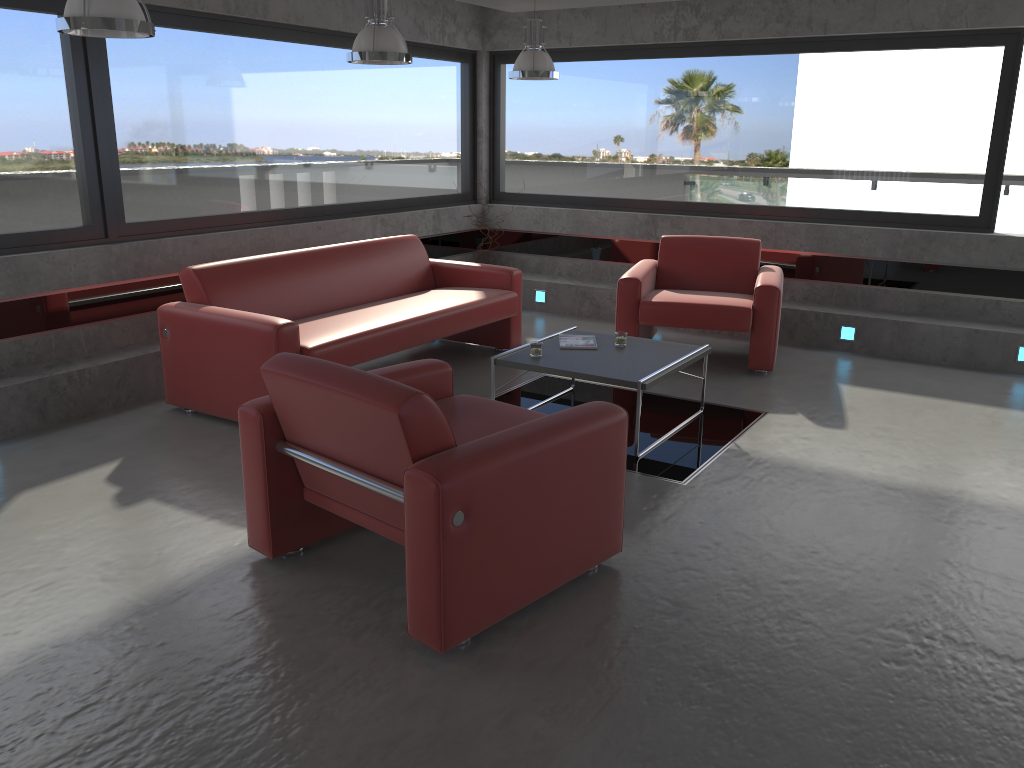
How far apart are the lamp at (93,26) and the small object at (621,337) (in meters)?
3.01

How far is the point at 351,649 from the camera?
3.0 meters

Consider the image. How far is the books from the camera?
5.4 meters

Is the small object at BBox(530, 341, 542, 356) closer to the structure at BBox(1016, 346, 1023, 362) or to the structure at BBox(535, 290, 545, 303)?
the structure at BBox(535, 290, 545, 303)

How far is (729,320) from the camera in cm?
632

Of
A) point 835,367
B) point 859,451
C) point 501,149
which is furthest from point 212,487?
point 501,149

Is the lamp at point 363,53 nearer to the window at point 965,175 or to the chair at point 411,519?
the chair at point 411,519

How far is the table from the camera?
4.82m

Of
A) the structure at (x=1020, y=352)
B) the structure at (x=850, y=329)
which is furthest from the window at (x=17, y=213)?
the structure at (x=1020, y=352)

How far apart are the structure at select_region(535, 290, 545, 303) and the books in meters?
3.0 m
